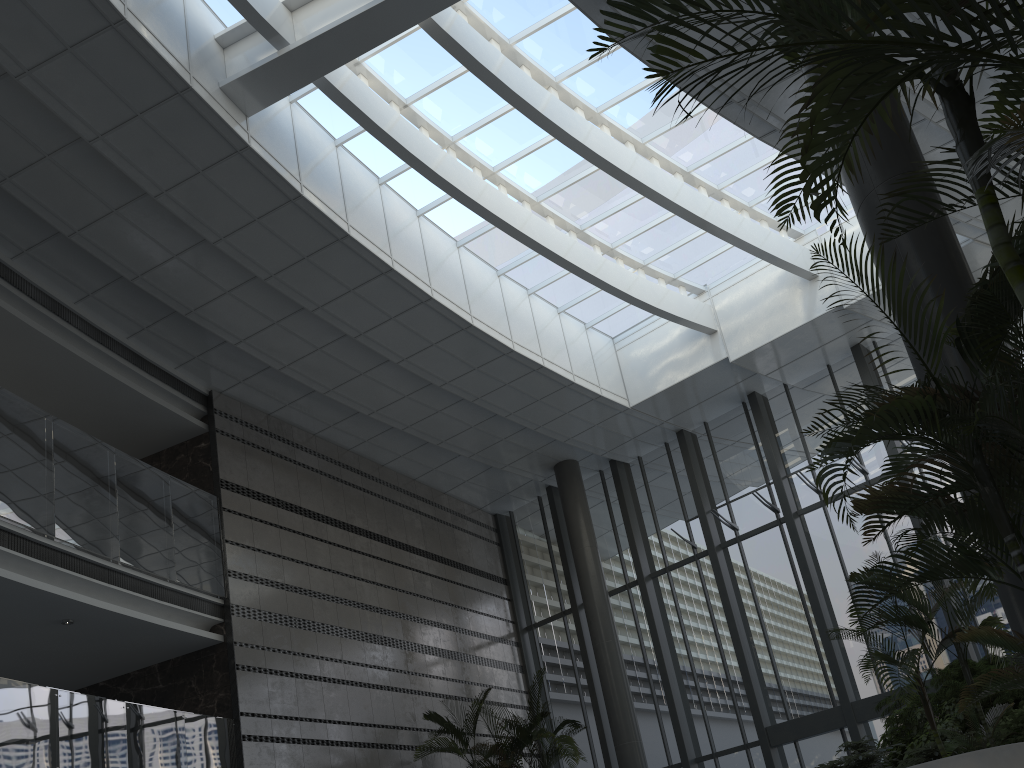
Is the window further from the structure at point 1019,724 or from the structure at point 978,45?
the structure at point 978,45

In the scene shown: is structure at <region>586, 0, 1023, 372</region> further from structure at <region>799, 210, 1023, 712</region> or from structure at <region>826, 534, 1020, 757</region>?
structure at <region>826, 534, 1020, 757</region>

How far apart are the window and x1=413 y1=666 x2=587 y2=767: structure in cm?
242

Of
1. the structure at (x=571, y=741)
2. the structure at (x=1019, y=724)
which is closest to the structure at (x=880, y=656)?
the structure at (x=1019, y=724)

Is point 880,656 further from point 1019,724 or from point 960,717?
point 960,717

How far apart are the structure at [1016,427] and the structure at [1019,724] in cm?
235

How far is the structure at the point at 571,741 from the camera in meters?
10.5 m

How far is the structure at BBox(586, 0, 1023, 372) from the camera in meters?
2.1 m

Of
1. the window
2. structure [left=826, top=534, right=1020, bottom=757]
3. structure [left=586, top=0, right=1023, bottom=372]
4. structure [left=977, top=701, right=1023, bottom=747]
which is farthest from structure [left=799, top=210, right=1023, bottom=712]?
the window

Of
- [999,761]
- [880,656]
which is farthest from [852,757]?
[999,761]
